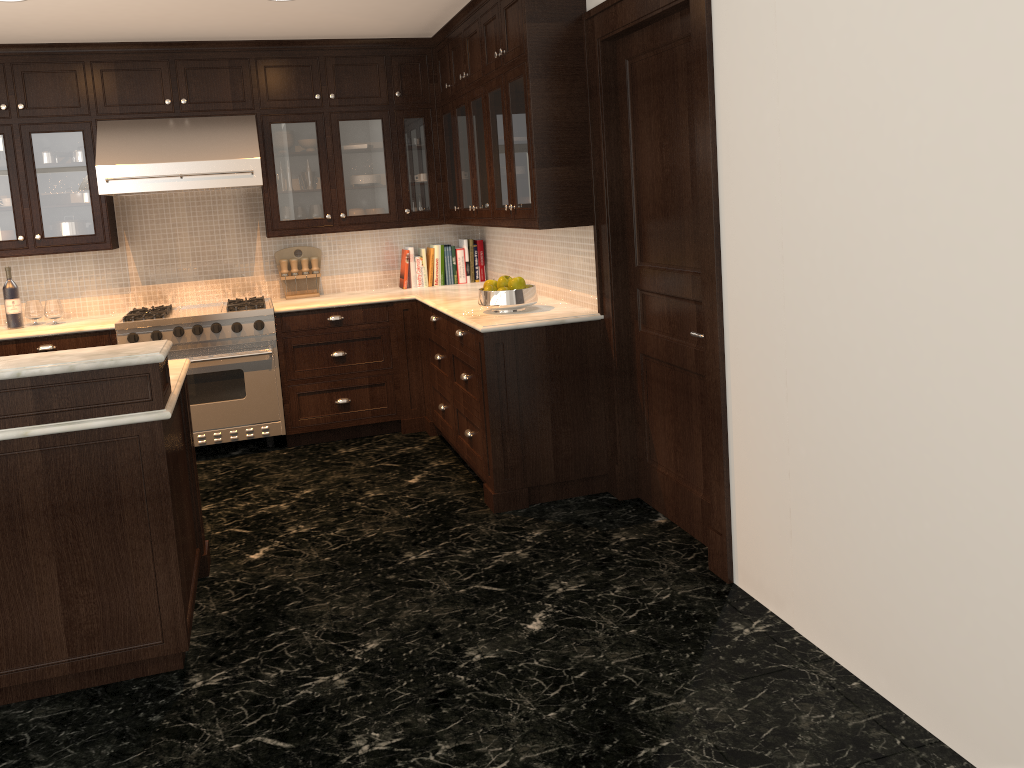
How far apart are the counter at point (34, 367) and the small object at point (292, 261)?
3.0m

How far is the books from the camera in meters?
6.1

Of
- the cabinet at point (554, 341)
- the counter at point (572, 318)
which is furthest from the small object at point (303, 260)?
the cabinet at point (554, 341)

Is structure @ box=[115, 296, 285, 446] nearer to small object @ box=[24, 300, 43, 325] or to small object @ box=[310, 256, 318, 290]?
small object @ box=[310, 256, 318, 290]

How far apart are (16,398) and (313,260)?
3.4m

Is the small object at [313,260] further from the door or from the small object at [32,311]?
the door

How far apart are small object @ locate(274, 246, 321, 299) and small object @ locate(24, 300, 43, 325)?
1.48m

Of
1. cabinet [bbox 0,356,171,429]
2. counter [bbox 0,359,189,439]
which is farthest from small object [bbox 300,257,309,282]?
cabinet [bbox 0,356,171,429]

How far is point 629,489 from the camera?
4.4 meters

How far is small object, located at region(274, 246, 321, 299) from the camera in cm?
596
